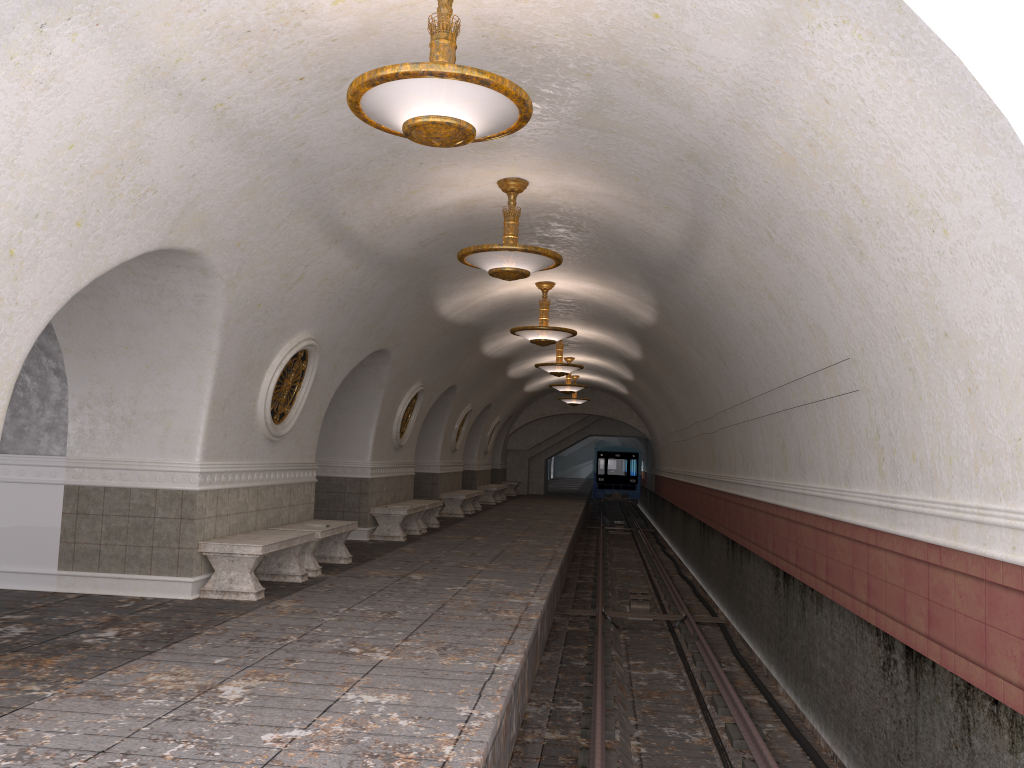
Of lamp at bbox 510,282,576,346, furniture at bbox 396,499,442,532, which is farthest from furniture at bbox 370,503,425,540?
lamp at bbox 510,282,576,346

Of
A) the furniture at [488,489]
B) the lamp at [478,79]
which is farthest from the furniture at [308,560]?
the furniture at [488,489]

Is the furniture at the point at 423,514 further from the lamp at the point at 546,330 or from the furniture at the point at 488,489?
the furniture at the point at 488,489

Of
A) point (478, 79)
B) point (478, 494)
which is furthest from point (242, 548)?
point (478, 494)

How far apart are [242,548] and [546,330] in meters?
6.1 m

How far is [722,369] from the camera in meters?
11.7

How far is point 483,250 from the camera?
8.03m

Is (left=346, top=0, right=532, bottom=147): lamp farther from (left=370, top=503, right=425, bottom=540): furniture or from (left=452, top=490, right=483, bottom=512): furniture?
(left=452, top=490, right=483, bottom=512): furniture

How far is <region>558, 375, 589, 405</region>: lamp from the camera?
27.2 meters

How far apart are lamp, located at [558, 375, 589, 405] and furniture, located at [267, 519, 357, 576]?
16.62m
